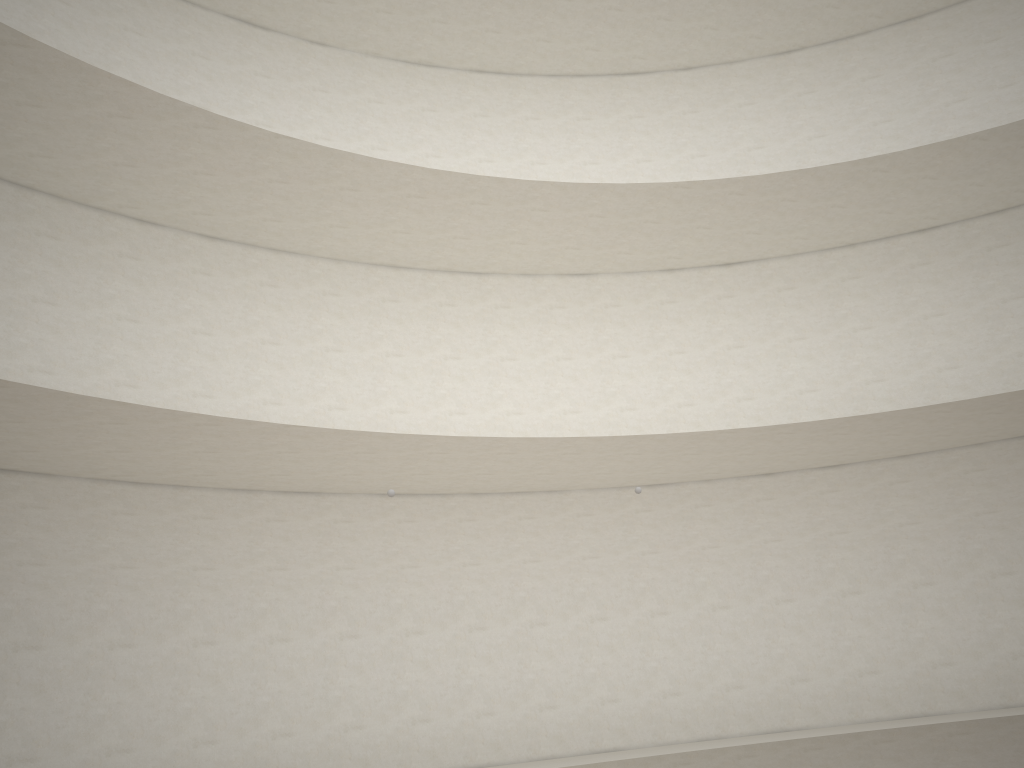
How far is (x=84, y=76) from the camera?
10.50m
